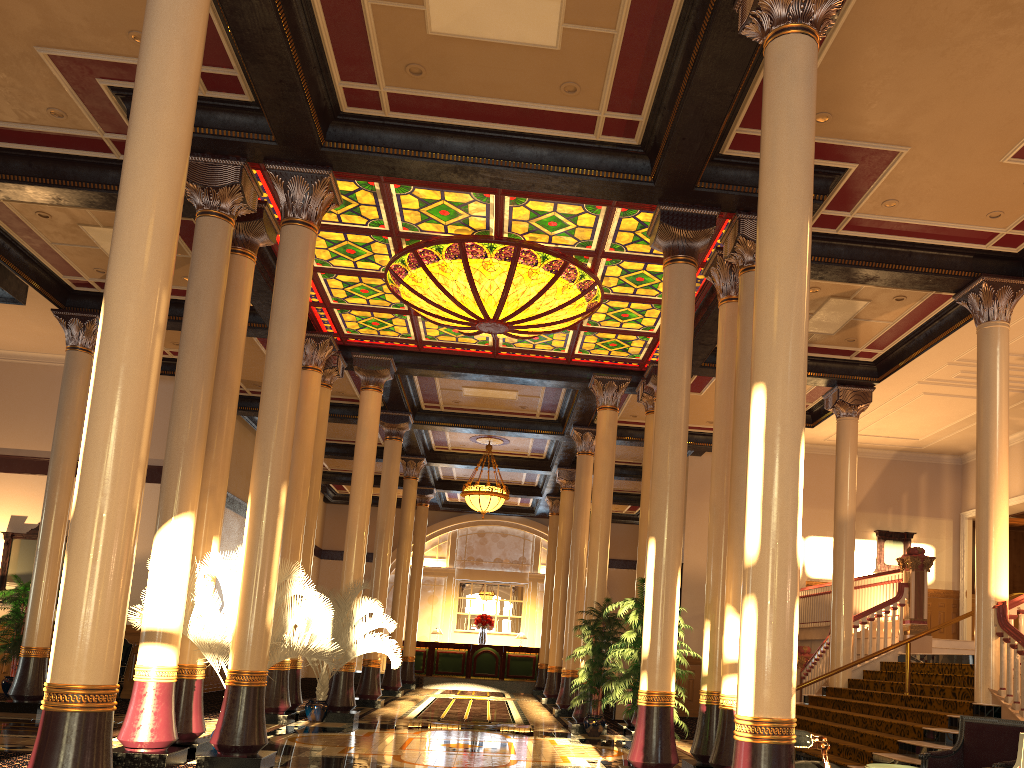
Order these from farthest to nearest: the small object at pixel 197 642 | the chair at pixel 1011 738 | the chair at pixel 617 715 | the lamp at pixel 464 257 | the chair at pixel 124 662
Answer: the chair at pixel 617 715, the chair at pixel 124 662, the lamp at pixel 464 257, the small object at pixel 197 642, the chair at pixel 1011 738

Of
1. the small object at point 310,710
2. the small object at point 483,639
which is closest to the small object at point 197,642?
the small object at point 310,710

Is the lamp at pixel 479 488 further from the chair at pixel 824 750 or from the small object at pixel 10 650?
the chair at pixel 824 750

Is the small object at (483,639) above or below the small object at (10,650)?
above

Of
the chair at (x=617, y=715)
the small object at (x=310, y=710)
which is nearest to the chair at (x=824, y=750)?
the small object at (x=310, y=710)

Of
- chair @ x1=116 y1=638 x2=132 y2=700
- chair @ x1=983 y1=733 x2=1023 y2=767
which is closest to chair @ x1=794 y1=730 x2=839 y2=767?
chair @ x1=983 y1=733 x2=1023 y2=767

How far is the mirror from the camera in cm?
1614

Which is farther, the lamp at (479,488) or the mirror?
the lamp at (479,488)

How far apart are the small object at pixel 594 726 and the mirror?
10.5m

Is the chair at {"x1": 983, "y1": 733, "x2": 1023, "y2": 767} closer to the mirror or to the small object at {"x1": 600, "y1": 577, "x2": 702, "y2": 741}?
the small object at {"x1": 600, "y1": 577, "x2": 702, "y2": 741}
